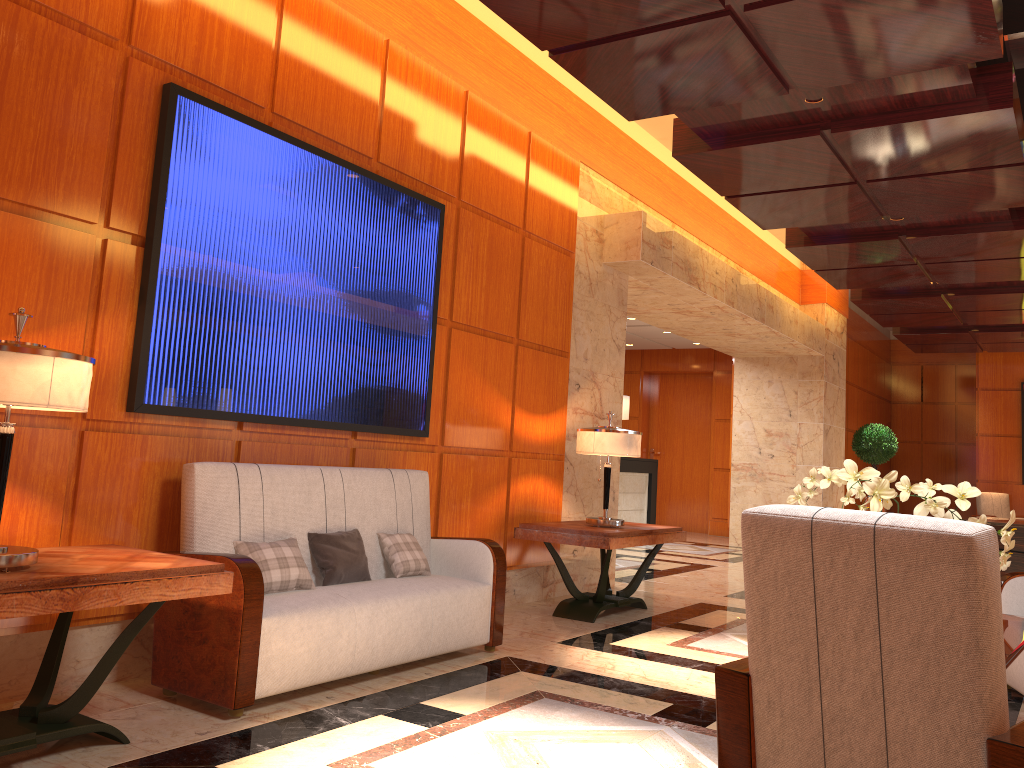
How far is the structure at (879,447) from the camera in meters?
13.9 m

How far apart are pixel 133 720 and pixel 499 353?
3.5m

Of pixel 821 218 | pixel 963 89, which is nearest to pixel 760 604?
pixel 963 89

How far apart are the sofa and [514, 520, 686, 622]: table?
1.02m

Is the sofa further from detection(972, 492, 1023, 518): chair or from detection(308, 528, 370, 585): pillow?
detection(972, 492, 1023, 518): chair

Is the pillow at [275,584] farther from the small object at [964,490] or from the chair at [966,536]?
the chair at [966,536]

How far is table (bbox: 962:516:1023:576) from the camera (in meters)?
7.58

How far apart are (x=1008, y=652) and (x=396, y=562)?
2.7 meters

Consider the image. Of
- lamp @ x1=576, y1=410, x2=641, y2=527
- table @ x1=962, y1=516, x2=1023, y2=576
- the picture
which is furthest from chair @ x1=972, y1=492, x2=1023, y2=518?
the picture

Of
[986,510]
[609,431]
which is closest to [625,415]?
[609,431]
